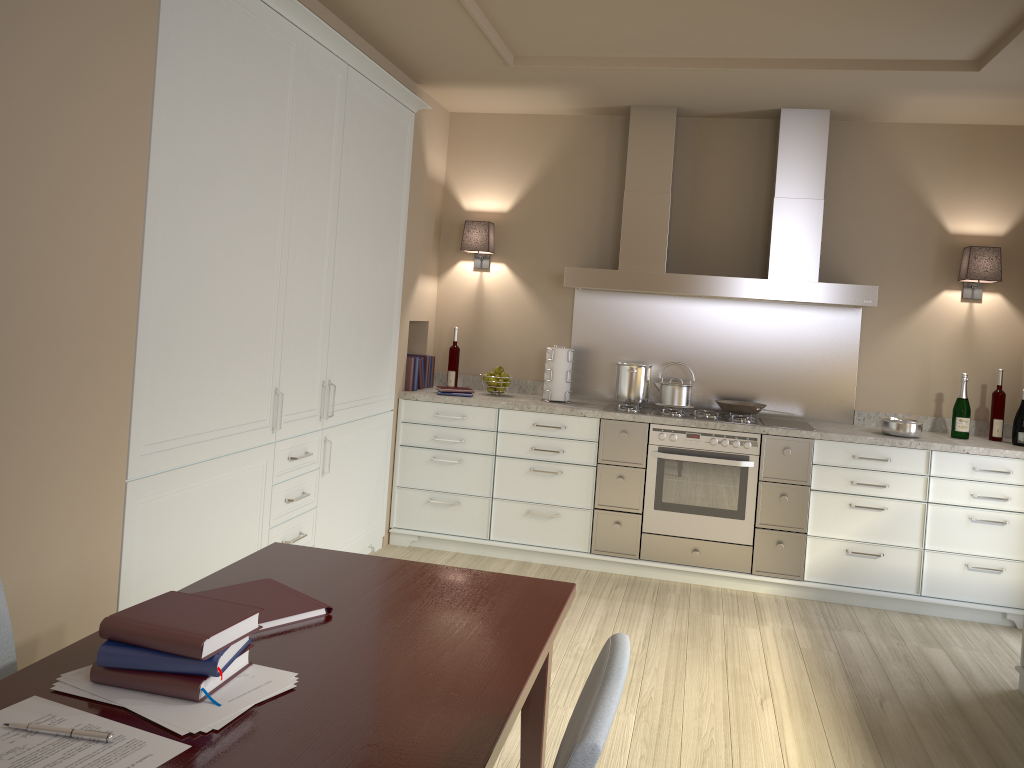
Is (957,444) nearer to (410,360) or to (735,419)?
(735,419)

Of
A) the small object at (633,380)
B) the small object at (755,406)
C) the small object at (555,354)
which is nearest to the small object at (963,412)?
the small object at (755,406)

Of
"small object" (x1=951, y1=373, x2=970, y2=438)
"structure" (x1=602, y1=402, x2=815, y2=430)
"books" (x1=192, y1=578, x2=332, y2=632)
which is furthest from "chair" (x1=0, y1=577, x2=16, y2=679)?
"small object" (x1=951, y1=373, x2=970, y2=438)

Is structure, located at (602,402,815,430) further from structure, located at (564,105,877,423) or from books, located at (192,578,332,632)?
books, located at (192,578,332,632)

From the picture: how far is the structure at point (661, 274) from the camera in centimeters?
452cm

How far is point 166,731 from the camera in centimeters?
124cm

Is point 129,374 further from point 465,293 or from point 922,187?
point 922,187

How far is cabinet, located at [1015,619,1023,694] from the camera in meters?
3.4

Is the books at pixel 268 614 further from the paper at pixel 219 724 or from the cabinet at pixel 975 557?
the cabinet at pixel 975 557

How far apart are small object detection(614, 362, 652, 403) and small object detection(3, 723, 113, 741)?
3.7m
